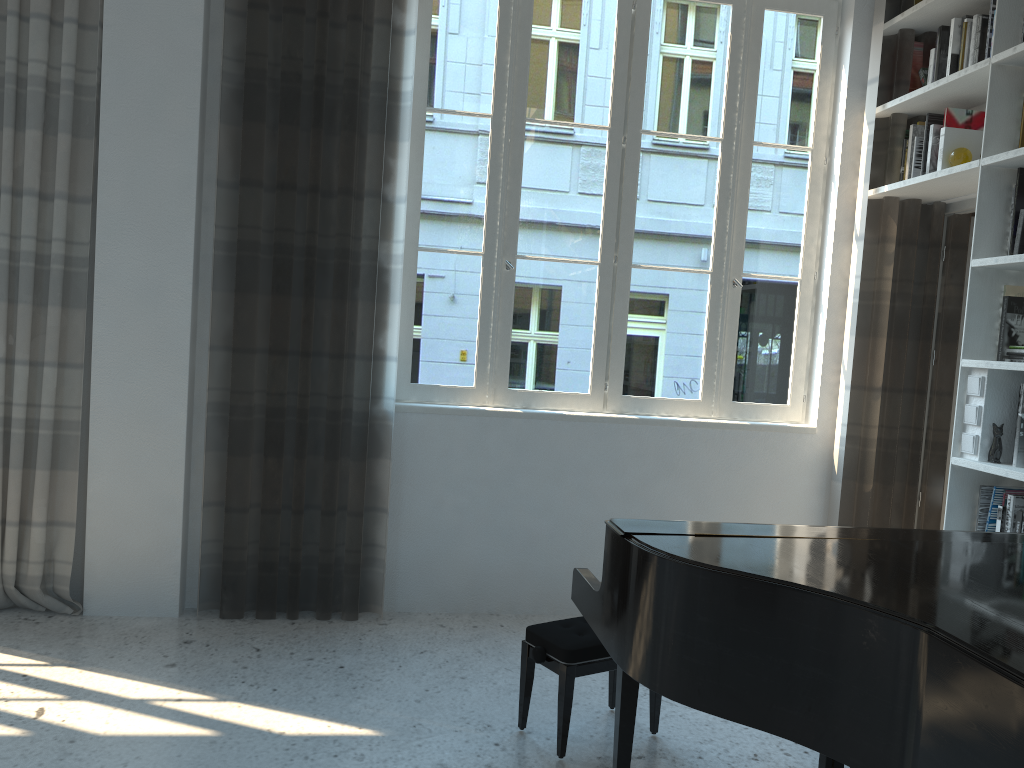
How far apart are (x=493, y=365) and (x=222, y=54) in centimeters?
171cm

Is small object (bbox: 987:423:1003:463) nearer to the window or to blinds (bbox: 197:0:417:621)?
the window

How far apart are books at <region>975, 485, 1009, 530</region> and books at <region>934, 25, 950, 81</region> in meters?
1.7 m

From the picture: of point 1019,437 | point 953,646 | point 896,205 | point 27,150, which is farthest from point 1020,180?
point 27,150

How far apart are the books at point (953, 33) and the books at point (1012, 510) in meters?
1.8 m

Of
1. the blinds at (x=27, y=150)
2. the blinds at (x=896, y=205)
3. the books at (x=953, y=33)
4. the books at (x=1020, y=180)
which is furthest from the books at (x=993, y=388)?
the blinds at (x=27, y=150)

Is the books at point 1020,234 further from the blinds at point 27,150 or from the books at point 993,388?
the blinds at point 27,150

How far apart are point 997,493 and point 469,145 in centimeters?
254cm

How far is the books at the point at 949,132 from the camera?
3.7 meters

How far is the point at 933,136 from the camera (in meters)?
3.72
